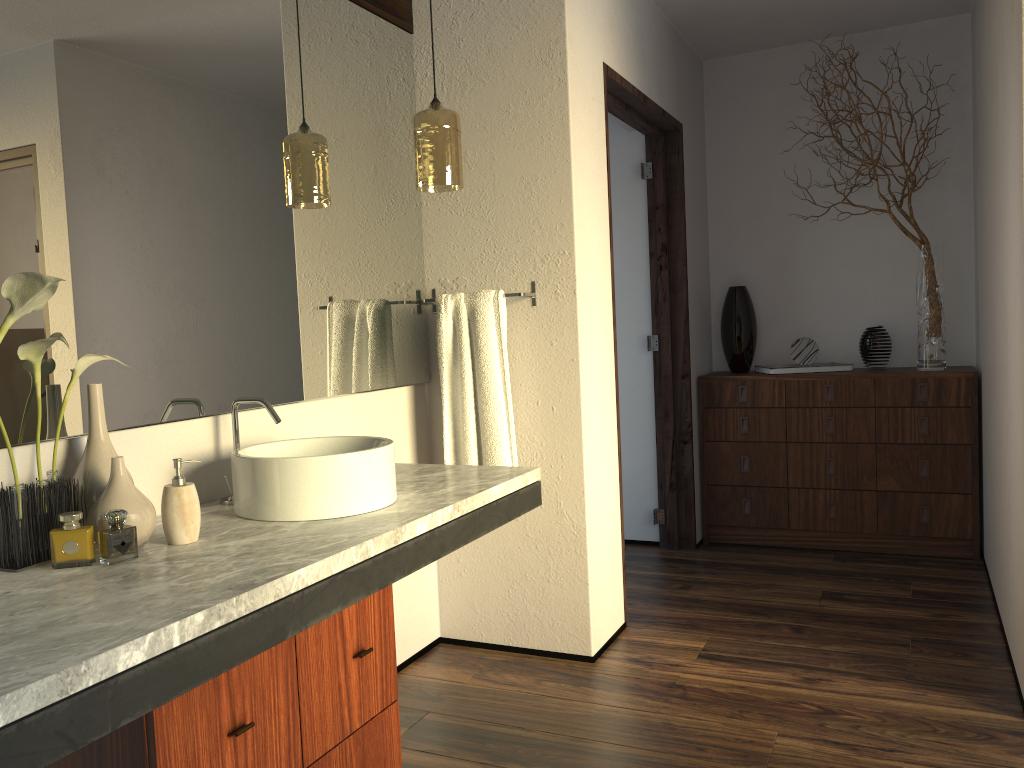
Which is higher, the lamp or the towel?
the lamp

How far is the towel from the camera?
2.7 meters

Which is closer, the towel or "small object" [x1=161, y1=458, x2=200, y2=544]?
"small object" [x1=161, y1=458, x2=200, y2=544]

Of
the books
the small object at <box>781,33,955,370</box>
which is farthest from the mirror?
the small object at <box>781,33,955,370</box>

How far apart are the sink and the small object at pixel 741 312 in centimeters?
264cm

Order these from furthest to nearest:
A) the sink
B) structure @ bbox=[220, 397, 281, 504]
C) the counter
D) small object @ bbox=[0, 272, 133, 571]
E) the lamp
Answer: the lamp → structure @ bbox=[220, 397, 281, 504] → the sink → small object @ bbox=[0, 272, 133, 571] → the counter

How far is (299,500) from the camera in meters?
1.8 m

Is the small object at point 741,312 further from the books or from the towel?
the towel

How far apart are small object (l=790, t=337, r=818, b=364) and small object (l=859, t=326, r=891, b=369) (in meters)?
0.21

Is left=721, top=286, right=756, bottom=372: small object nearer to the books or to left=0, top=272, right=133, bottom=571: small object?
the books
